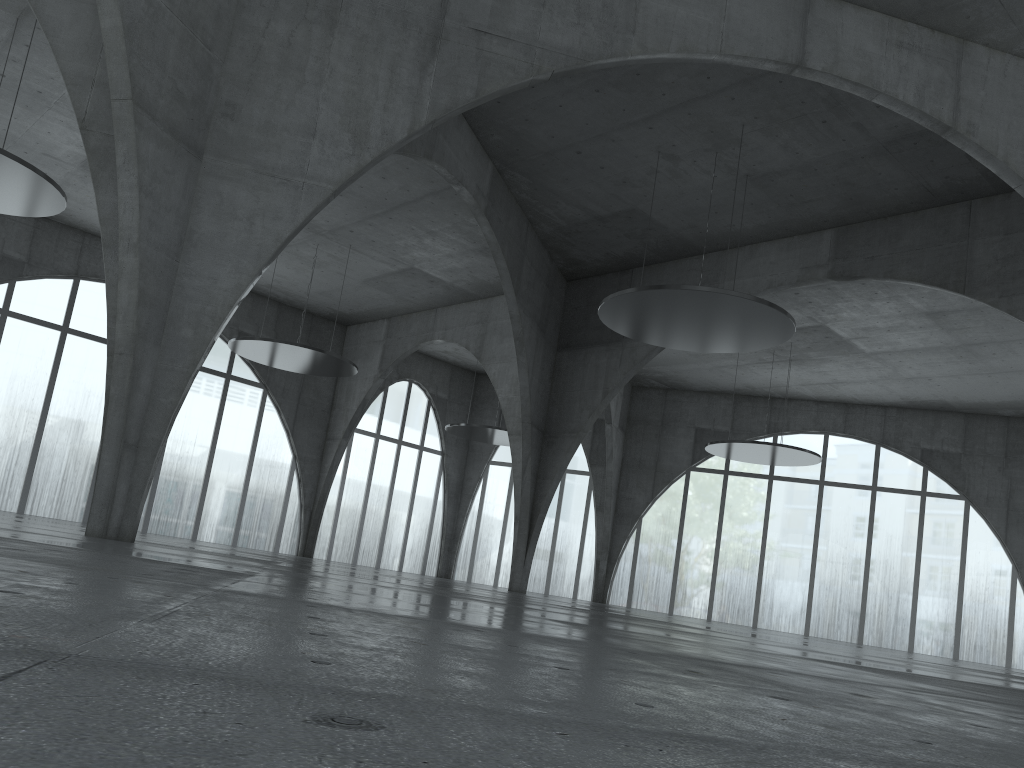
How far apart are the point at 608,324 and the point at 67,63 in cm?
2918
